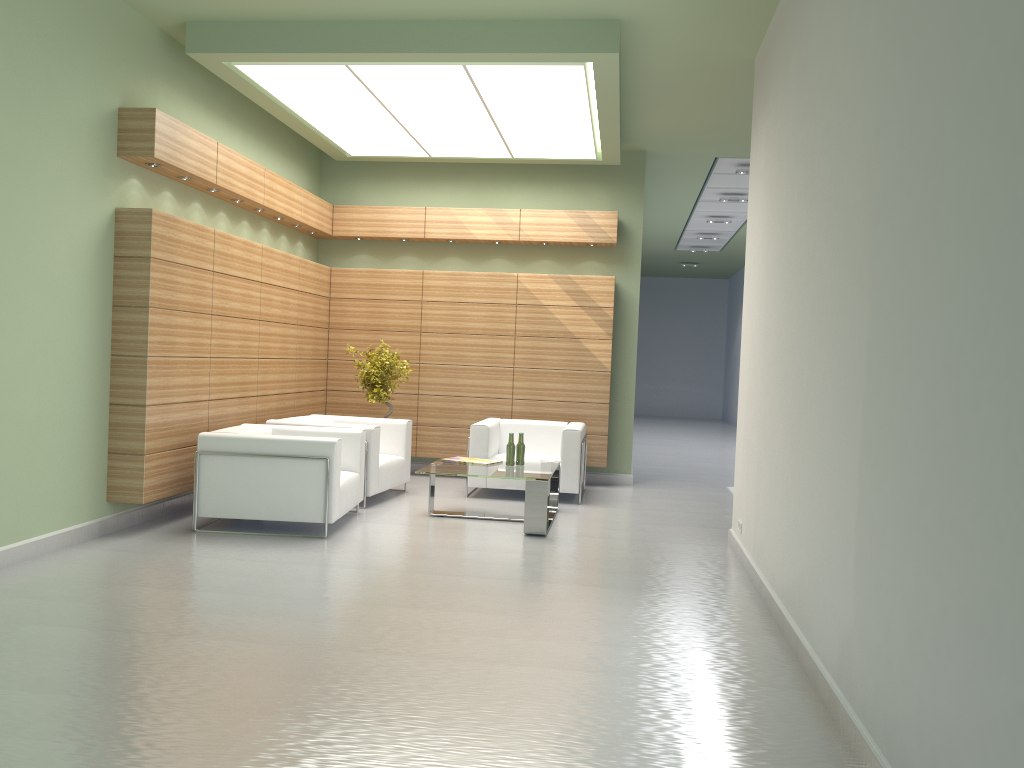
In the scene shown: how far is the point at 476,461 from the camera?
12.96m

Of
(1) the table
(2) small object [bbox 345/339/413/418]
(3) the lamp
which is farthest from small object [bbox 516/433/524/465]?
(3) the lamp

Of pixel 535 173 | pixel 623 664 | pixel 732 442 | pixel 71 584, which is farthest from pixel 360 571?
pixel 732 442

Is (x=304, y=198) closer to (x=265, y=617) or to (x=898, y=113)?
(x=265, y=617)

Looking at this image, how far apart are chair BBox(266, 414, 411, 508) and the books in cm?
124

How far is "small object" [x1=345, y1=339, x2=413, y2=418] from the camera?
15.4 meters

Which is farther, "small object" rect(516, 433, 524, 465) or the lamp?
"small object" rect(516, 433, 524, 465)

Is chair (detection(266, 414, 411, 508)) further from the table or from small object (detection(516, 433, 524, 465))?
small object (detection(516, 433, 524, 465))

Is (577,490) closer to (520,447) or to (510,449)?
(520,447)

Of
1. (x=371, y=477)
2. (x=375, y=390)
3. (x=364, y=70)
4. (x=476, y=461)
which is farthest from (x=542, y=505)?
(x=364, y=70)
